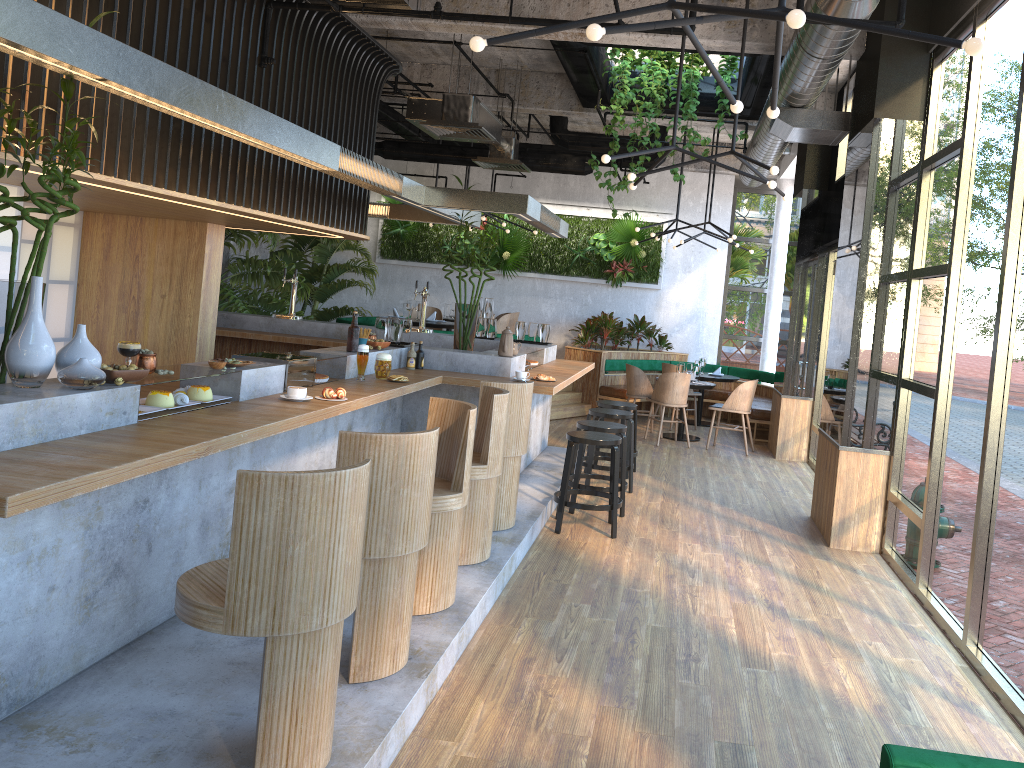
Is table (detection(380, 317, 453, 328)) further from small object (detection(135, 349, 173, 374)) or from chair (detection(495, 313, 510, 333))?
small object (detection(135, 349, 173, 374))

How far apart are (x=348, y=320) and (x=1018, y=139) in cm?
874

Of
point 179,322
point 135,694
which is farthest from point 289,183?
point 135,694

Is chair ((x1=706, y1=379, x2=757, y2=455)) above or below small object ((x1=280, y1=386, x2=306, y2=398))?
below

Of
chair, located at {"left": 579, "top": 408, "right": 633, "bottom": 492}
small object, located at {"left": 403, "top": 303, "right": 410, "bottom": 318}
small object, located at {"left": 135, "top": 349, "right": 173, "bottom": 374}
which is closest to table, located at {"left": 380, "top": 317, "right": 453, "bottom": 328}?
small object, located at {"left": 403, "top": 303, "right": 410, "bottom": 318}

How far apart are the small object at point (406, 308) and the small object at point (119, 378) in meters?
7.7

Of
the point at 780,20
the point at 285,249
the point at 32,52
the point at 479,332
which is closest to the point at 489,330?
the point at 479,332

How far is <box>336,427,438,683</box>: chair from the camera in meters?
3.4 m

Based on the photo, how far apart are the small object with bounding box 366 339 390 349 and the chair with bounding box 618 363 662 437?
5.4m

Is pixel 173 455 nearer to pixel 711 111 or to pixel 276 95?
pixel 276 95
